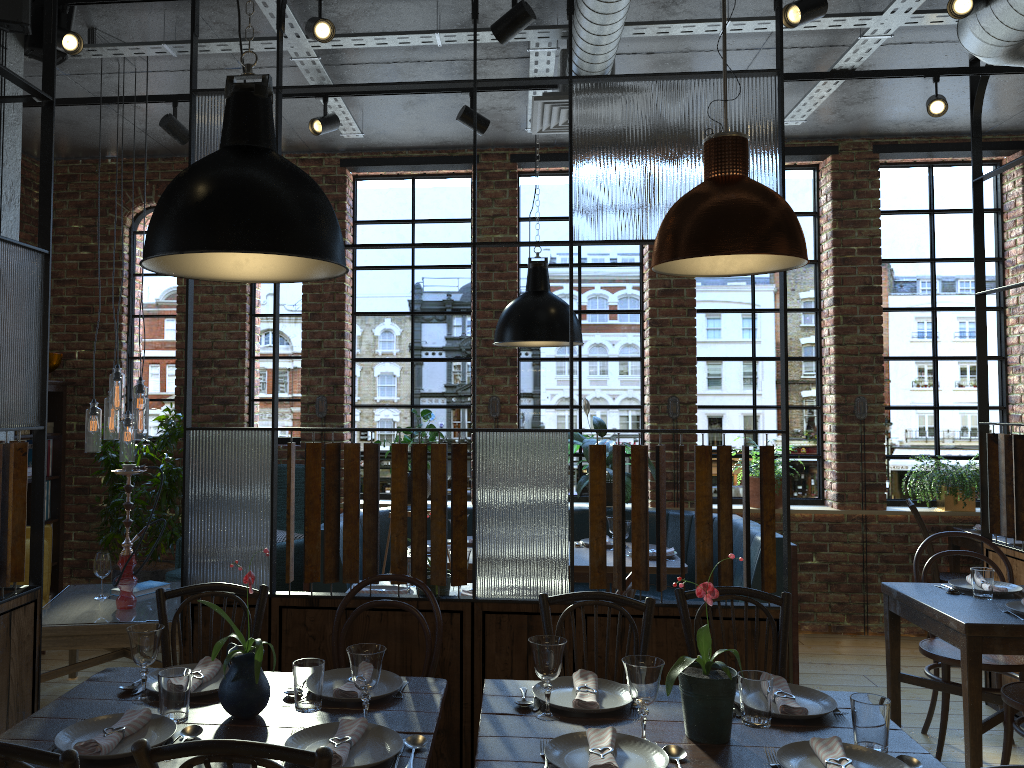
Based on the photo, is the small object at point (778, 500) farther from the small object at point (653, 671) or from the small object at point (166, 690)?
the small object at point (166, 690)

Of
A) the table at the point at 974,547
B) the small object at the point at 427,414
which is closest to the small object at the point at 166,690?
the small object at the point at 427,414

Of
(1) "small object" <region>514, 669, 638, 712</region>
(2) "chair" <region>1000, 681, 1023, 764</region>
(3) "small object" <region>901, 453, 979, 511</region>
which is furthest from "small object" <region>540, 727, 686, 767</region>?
(3) "small object" <region>901, 453, 979, 511</region>

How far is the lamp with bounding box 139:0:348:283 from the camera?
1.99m

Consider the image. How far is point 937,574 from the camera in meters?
5.6 m

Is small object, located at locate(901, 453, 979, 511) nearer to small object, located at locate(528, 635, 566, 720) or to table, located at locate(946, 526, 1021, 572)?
table, located at locate(946, 526, 1021, 572)

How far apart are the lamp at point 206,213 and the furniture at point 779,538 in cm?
270

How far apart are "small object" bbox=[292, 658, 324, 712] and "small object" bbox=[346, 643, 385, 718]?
0.13m

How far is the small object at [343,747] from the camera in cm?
194

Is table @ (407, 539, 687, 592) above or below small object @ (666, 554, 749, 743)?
below
